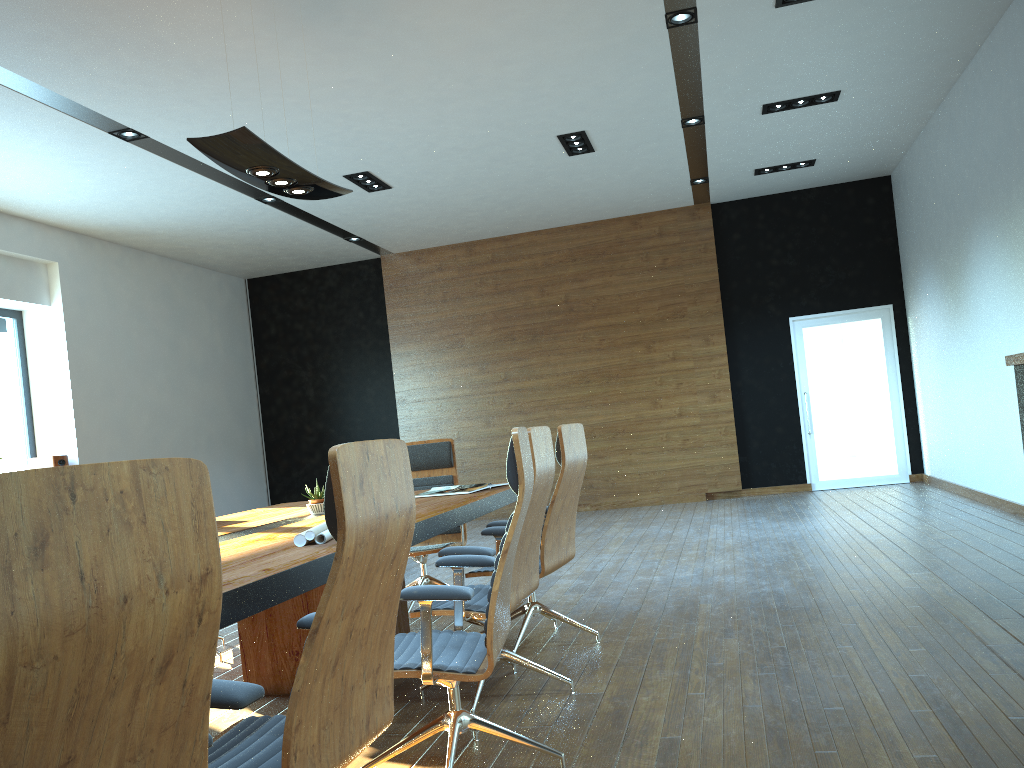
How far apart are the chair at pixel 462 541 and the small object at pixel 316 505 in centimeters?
121cm

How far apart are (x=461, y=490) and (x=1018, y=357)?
3.0m

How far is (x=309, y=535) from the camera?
3.0m

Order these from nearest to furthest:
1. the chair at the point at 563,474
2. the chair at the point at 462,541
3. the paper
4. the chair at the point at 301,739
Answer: the chair at the point at 301,739
the paper
the chair at the point at 563,474
the chair at the point at 462,541

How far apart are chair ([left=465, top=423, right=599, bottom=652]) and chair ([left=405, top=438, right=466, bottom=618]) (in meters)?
1.07

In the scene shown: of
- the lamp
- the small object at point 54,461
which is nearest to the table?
the lamp

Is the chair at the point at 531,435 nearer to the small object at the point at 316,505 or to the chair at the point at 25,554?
the small object at the point at 316,505

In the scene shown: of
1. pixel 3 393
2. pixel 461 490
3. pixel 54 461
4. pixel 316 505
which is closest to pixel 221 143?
pixel 316 505

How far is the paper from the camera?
3.01m

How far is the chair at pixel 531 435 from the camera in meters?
3.5 m
